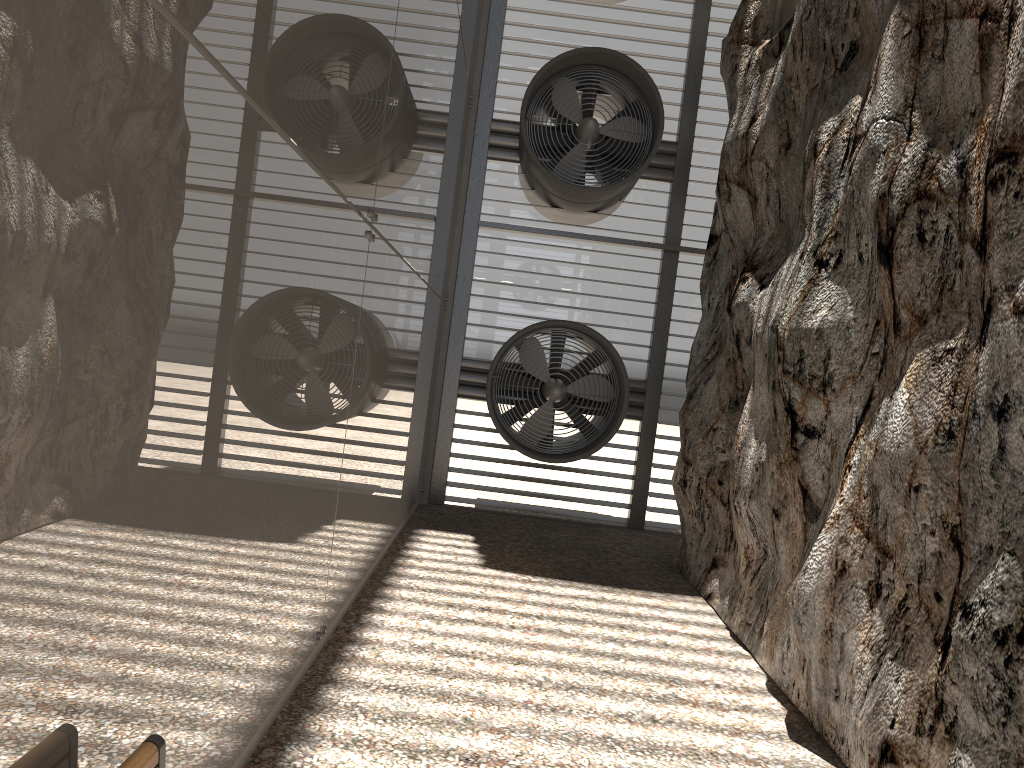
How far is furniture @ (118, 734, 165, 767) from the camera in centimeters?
209cm

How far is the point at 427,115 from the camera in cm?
693

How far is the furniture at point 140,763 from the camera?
2.09m
